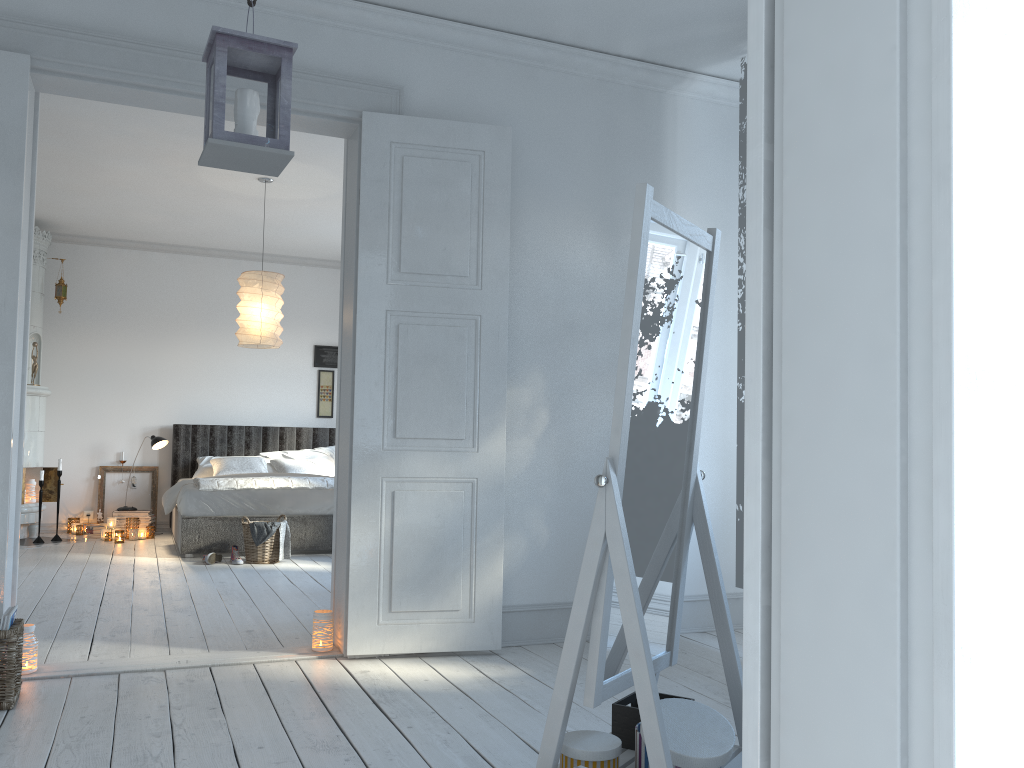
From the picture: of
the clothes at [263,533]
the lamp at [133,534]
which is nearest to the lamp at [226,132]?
the clothes at [263,533]

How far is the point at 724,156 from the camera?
4.7 meters

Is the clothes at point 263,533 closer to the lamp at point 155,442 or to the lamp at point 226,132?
the lamp at point 155,442

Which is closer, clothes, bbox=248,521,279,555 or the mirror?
the mirror

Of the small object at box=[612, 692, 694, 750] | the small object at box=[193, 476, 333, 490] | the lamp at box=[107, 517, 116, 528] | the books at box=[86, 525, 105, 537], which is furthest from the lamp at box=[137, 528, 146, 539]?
the small object at box=[612, 692, 694, 750]

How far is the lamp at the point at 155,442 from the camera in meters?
8.1

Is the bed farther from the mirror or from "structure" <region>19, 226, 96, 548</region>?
the mirror

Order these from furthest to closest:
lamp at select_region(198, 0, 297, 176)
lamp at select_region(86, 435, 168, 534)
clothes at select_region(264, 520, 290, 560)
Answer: lamp at select_region(86, 435, 168, 534) < clothes at select_region(264, 520, 290, 560) < lamp at select_region(198, 0, 297, 176)

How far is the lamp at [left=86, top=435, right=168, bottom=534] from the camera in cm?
811

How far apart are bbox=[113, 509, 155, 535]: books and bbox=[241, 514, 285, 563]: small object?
2.17m
